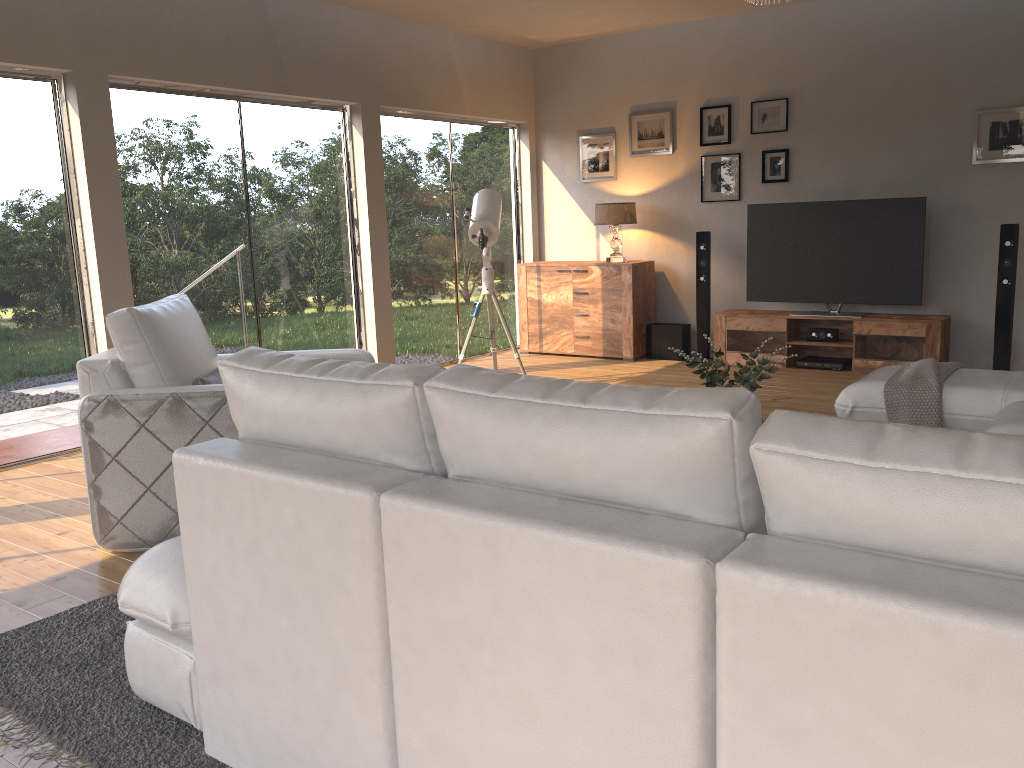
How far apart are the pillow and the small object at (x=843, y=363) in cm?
473

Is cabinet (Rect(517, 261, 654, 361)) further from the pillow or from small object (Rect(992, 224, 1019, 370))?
the pillow

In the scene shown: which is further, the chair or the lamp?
the lamp

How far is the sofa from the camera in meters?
1.1 m

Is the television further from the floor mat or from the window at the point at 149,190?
the floor mat

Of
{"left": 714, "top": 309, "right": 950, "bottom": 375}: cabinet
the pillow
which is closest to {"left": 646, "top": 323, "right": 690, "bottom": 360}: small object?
{"left": 714, "top": 309, "right": 950, "bottom": 375}: cabinet

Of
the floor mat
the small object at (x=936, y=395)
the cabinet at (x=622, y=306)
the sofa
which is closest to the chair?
the floor mat

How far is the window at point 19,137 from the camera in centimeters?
480cm

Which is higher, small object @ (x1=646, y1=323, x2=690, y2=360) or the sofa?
the sofa

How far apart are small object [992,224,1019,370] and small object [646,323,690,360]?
2.4 meters
